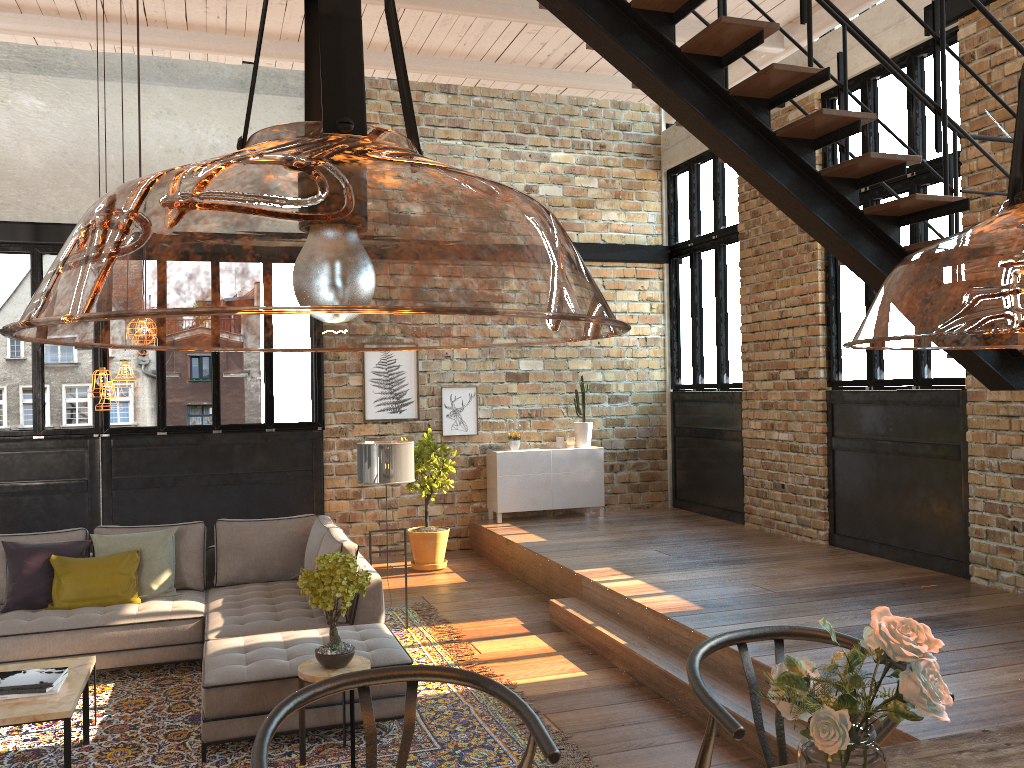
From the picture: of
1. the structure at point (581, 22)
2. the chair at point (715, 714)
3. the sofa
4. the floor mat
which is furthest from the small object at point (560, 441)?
the chair at point (715, 714)

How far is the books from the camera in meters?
4.2 m

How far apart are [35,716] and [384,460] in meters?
2.9

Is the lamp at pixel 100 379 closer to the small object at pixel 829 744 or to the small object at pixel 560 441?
the small object at pixel 829 744

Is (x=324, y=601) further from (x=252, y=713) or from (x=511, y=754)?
(x=511, y=754)

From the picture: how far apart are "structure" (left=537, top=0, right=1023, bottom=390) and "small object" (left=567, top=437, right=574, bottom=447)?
5.42m

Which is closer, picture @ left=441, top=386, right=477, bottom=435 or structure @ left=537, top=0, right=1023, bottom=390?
structure @ left=537, top=0, right=1023, bottom=390

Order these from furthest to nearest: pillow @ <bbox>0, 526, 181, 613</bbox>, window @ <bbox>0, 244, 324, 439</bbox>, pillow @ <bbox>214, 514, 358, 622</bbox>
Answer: window @ <bbox>0, 244, 324, 439</bbox>, pillow @ <bbox>214, 514, 358, 622</bbox>, pillow @ <bbox>0, 526, 181, 613</bbox>

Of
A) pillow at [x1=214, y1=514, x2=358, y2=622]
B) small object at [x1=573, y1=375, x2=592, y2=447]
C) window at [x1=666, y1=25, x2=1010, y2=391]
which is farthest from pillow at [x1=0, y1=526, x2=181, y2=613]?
window at [x1=666, y1=25, x2=1010, y2=391]

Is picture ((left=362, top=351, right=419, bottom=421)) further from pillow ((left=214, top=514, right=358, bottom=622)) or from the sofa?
the sofa
